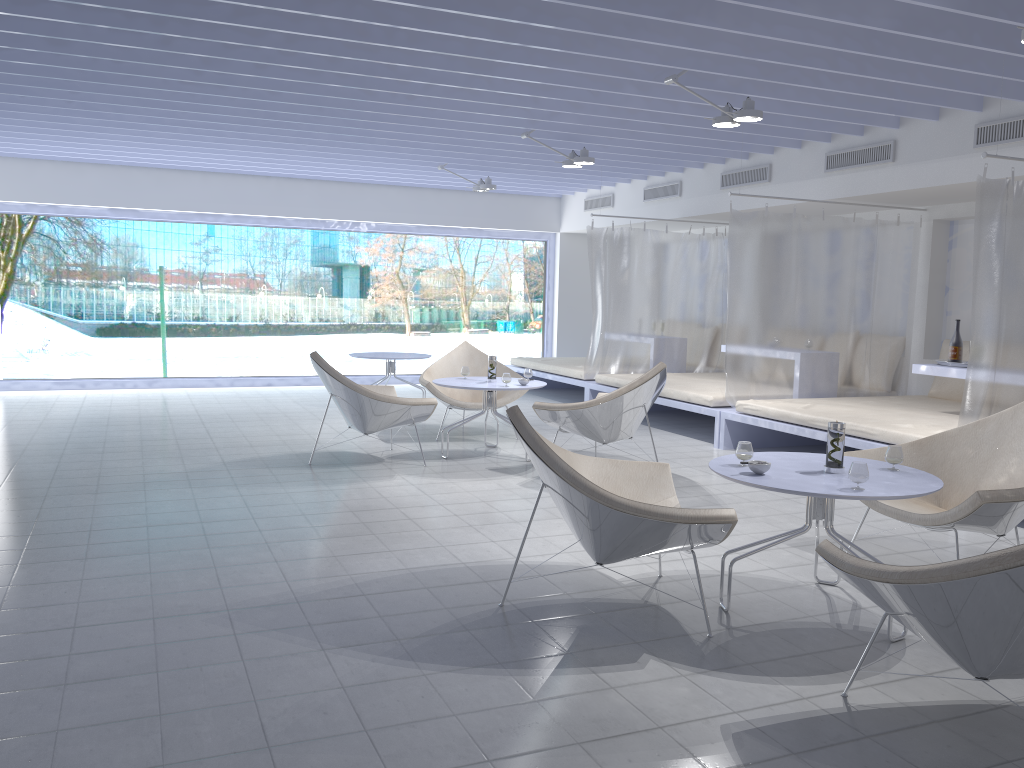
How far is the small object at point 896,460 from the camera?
3.3m

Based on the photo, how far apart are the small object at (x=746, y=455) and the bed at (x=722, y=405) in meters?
3.7

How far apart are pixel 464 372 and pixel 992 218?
3.52m

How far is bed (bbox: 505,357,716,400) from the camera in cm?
926

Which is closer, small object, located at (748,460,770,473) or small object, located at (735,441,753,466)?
small object, located at (748,460,770,473)

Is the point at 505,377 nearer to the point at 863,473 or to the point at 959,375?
the point at 959,375

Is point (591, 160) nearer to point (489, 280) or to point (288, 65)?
point (288, 65)

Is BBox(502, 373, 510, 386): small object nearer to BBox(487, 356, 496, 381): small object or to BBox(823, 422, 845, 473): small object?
BBox(487, 356, 496, 381): small object

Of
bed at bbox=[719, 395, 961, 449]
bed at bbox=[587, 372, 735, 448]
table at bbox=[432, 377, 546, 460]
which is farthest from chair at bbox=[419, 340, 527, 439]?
bed at bbox=[719, 395, 961, 449]

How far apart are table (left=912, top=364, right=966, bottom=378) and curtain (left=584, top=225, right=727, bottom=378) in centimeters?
328cm
